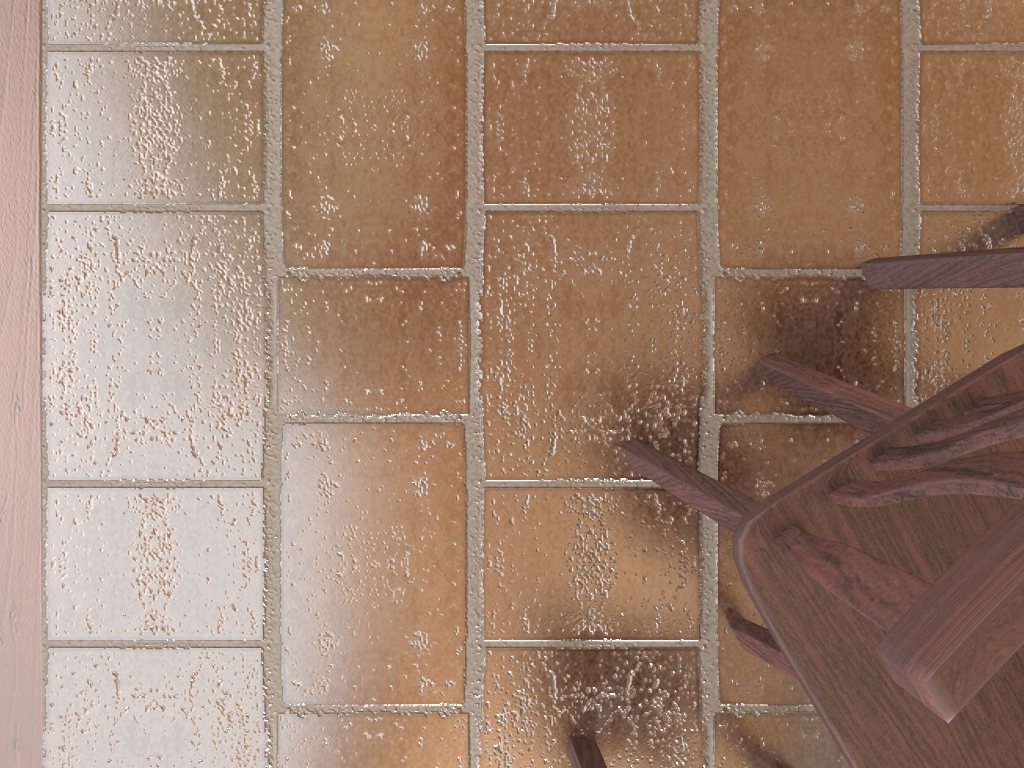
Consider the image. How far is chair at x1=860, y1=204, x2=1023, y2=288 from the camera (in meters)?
1.26

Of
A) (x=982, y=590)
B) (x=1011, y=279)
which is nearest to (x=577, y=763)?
(x=1011, y=279)

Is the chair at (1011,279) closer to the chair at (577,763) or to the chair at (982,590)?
the chair at (982,590)

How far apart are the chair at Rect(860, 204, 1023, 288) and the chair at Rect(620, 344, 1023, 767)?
0.24m

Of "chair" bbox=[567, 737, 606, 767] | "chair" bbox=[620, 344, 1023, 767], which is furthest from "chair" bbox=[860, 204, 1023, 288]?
"chair" bbox=[567, 737, 606, 767]

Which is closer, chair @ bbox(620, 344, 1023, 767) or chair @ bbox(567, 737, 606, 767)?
chair @ bbox(620, 344, 1023, 767)

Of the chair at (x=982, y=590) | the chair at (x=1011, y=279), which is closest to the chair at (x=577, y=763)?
the chair at (x=982, y=590)

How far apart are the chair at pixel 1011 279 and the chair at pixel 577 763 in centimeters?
100cm

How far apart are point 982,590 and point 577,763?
1.35m

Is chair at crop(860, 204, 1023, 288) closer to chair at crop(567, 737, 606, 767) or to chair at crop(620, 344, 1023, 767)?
chair at crop(620, 344, 1023, 767)
